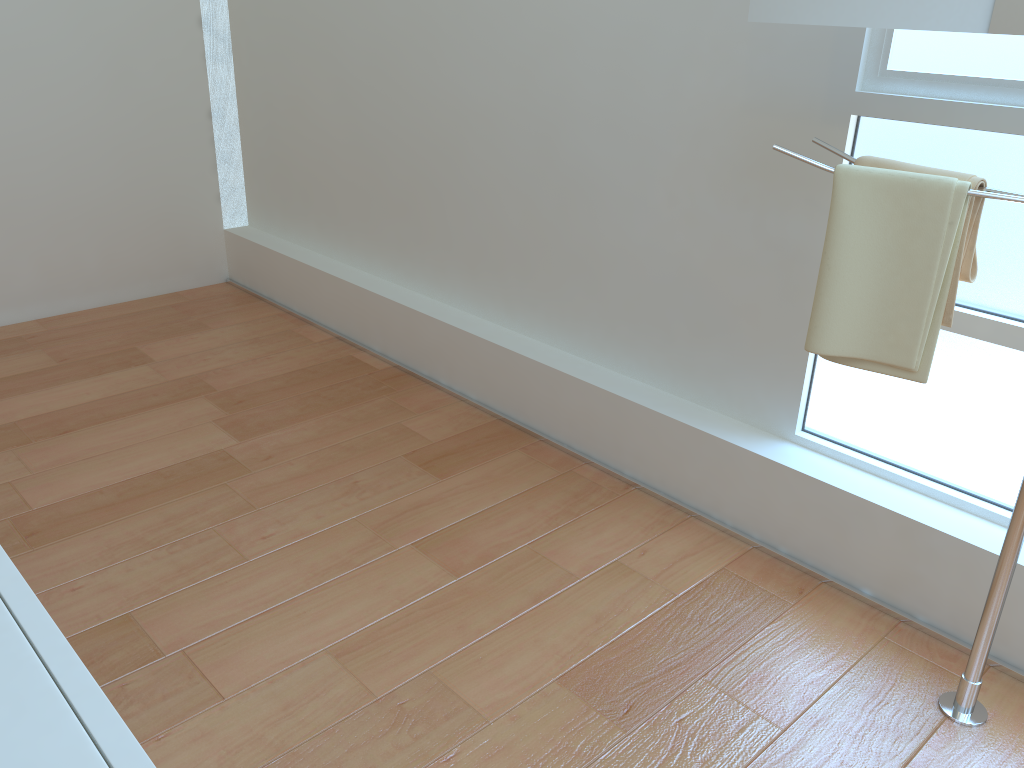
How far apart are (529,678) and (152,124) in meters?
2.8

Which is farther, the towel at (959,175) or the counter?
the towel at (959,175)

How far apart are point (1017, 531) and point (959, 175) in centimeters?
61cm

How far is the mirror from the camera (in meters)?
1.32

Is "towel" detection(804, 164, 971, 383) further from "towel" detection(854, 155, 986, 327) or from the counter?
the counter

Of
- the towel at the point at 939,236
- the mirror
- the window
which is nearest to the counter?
the towel at the point at 939,236

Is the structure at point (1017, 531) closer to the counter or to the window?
the window

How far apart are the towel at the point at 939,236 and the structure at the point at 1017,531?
0.01m

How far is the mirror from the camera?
1.32m

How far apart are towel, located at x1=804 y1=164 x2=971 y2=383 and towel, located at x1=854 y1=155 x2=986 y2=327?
0.0m
